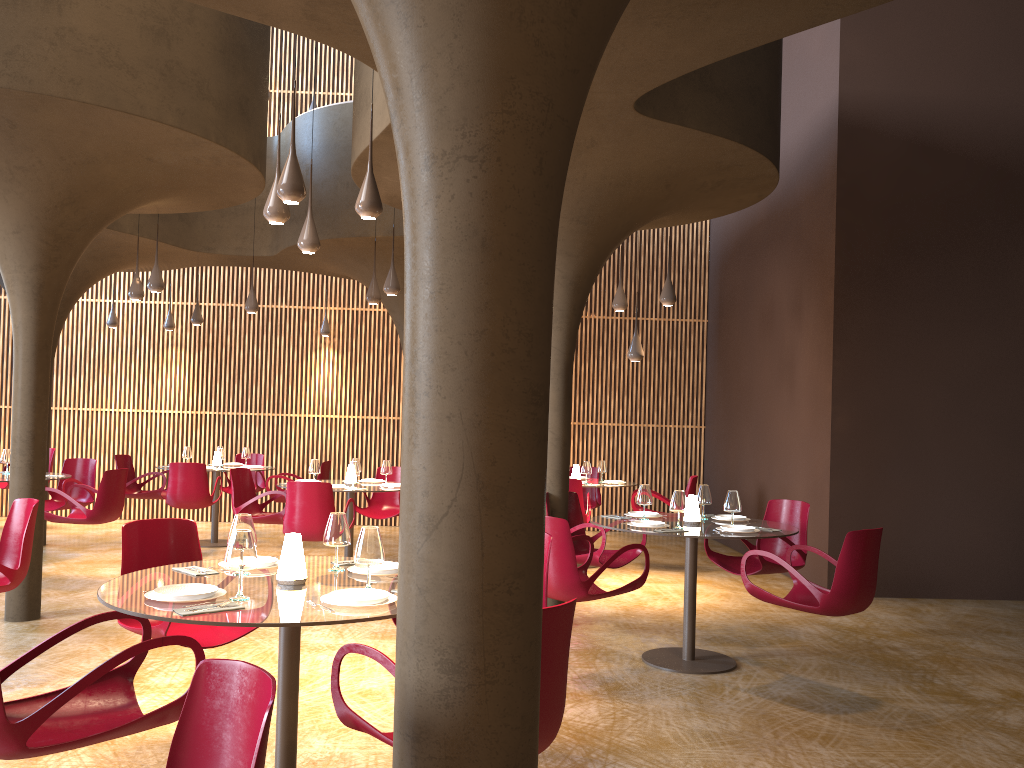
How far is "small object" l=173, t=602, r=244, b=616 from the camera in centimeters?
346cm

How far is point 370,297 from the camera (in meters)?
10.90

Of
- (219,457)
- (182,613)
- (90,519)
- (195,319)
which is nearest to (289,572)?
(182,613)

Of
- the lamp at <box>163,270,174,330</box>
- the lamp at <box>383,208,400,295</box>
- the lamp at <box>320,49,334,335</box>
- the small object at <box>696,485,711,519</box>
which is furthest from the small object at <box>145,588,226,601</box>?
the lamp at <box>163,270,174,330</box>

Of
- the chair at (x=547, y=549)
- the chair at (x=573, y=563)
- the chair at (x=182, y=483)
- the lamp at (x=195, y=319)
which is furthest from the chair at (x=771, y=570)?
the lamp at (x=195, y=319)

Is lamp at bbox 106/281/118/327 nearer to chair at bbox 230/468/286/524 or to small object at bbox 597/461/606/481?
chair at bbox 230/468/286/524

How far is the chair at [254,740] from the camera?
2.21m

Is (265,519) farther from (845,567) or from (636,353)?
(845,567)

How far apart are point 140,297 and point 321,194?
2.6 meters

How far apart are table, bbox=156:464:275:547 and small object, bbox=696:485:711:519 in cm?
795
